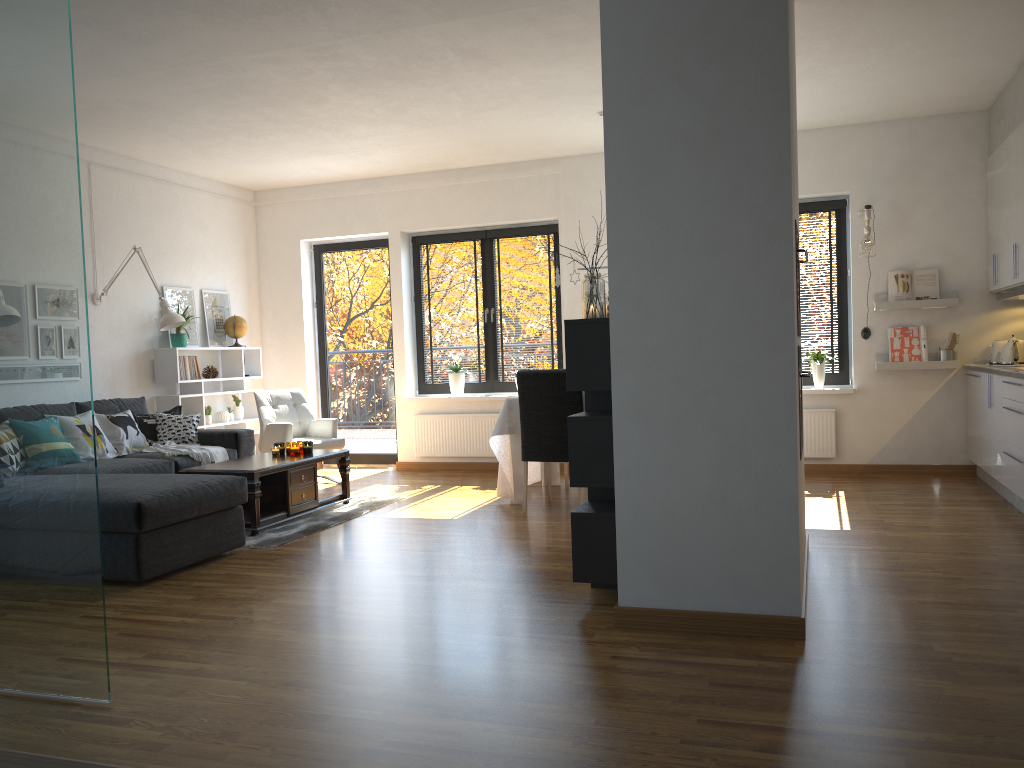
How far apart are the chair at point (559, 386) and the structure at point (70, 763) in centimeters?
512cm

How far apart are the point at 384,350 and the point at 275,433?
1.69m

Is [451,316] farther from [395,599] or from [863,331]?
[395,599]

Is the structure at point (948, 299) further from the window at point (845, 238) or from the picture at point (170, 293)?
the picture at point (170, 293)

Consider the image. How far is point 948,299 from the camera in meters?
6.8 m

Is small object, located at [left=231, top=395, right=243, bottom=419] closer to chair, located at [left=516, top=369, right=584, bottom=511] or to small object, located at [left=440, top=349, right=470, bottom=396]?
small object, located at [left=440, top=349, right=470, bottom=396]

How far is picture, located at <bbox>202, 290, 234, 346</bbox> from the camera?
Result: 8.1m

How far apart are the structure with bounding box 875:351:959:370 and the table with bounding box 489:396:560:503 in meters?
2.6 m

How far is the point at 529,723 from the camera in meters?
2.5

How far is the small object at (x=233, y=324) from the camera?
8.2m
